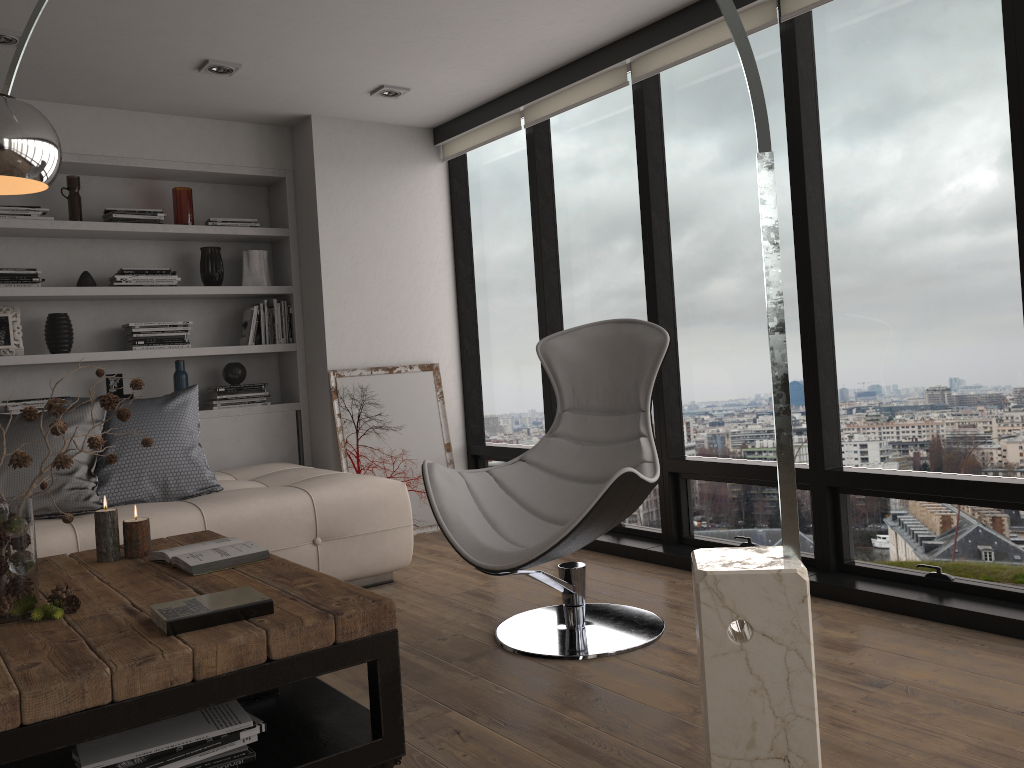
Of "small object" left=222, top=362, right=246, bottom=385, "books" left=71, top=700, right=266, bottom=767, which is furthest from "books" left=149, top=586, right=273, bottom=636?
"small object" left=222, top=362, right=246, bottom=385

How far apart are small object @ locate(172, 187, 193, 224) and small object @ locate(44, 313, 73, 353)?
0.79m

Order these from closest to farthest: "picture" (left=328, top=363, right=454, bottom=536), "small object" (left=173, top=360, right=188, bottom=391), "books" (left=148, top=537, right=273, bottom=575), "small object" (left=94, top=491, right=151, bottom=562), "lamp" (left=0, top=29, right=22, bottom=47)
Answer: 1. "books" (left=148, top=537, right=273, bottom=575)
2. "small object" (left=94, top=491, right=151, bottom=562)
3. "lamp" (left=0, top=29, right=22, bottom=47)
4. "small object" (left=173, top=360, right=188, bottom=391)
5. "picture" (left=328, top=363, right=454, bottom=536)

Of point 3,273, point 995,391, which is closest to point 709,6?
point 995,391

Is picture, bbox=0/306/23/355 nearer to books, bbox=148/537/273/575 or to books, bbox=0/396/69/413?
books, bbox=0/396/69/413

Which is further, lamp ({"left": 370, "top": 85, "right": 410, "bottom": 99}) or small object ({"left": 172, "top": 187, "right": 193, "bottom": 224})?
small object ({"left": 172, "top": 187, "right": 193, "bottom": 224})

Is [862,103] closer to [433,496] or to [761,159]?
[761,159]

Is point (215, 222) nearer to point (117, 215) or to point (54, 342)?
point (117, 215)

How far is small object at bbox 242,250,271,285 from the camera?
5.14m

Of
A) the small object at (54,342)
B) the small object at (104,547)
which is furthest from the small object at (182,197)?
the small object at (104,547)
